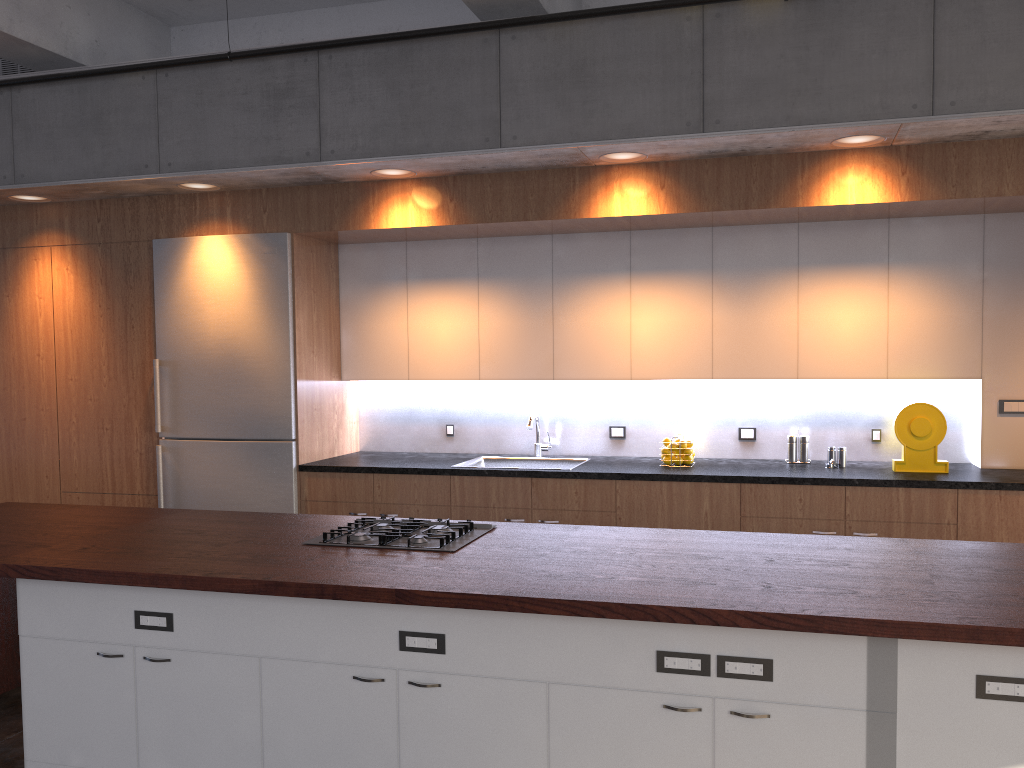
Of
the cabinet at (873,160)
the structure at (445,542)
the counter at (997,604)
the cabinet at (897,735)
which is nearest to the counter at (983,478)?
the cabinet at (873,160)

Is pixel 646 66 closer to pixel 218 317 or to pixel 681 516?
pixel 681 516

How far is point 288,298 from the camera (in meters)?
5.35

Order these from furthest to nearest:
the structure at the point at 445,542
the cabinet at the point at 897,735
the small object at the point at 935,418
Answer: the small object at the point at 935,418 → the structure at the point at 445,542 → the cabinet at the point at 897,735

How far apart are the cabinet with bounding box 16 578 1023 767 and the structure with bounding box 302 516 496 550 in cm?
44

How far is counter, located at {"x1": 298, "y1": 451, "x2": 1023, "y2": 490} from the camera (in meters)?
4.41

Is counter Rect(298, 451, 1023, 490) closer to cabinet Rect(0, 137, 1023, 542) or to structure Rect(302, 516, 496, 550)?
cabinet Rect(0, 137, 1023, 542)

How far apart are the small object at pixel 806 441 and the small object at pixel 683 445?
0.6m

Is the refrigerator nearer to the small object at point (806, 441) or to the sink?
the sink

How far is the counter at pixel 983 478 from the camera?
4.4 meters
